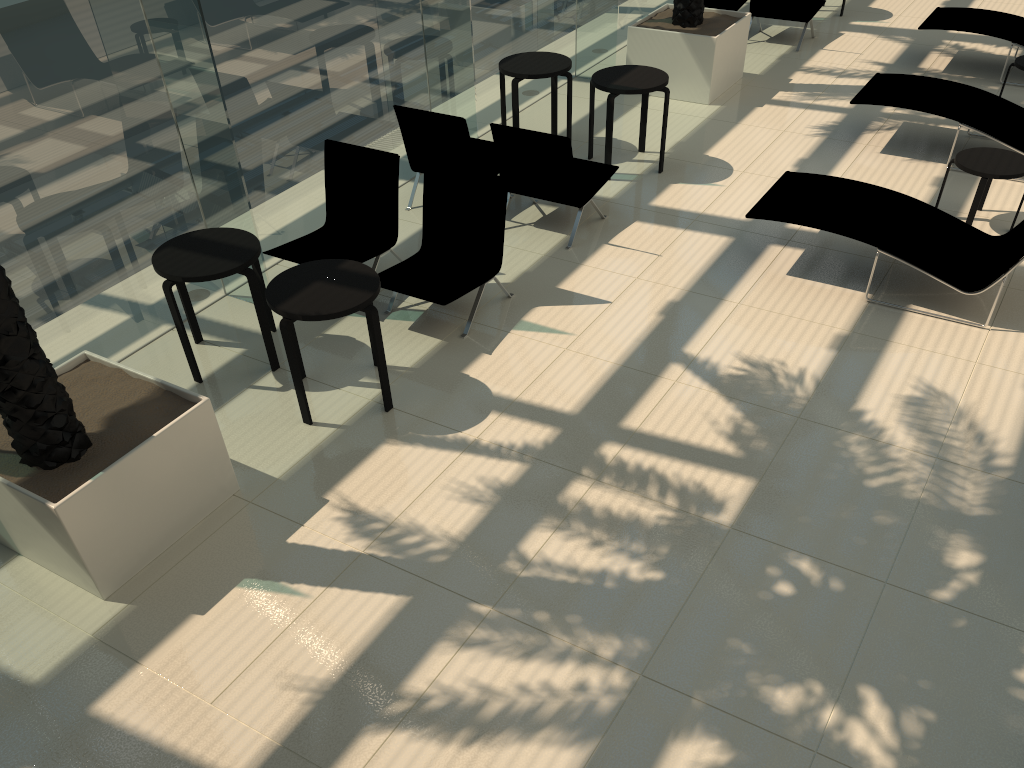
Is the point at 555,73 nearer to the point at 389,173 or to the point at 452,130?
the point at 452,130

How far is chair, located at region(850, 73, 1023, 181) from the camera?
8.1 meters

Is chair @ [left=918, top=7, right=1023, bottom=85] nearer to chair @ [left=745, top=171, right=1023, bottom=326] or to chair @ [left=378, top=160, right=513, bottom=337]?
chair @ [left=745, top=171, right=1023, bottom=326]

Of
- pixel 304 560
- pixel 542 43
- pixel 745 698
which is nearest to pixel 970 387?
pixel 745 698

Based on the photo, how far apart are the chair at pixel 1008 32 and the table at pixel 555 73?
4.6m

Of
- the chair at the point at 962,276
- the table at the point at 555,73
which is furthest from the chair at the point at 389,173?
the chair at the point at 962,276

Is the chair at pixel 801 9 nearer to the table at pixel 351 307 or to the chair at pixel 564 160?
the chair at pixel 564 160

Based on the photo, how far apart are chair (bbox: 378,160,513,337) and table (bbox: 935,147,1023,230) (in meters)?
3.79

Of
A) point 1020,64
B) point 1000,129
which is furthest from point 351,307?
point 1020,64

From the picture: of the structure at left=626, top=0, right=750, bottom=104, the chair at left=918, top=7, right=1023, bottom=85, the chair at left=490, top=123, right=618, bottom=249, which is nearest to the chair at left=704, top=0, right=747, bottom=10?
the structure at left=626, top=0, right=750, bottom=104
